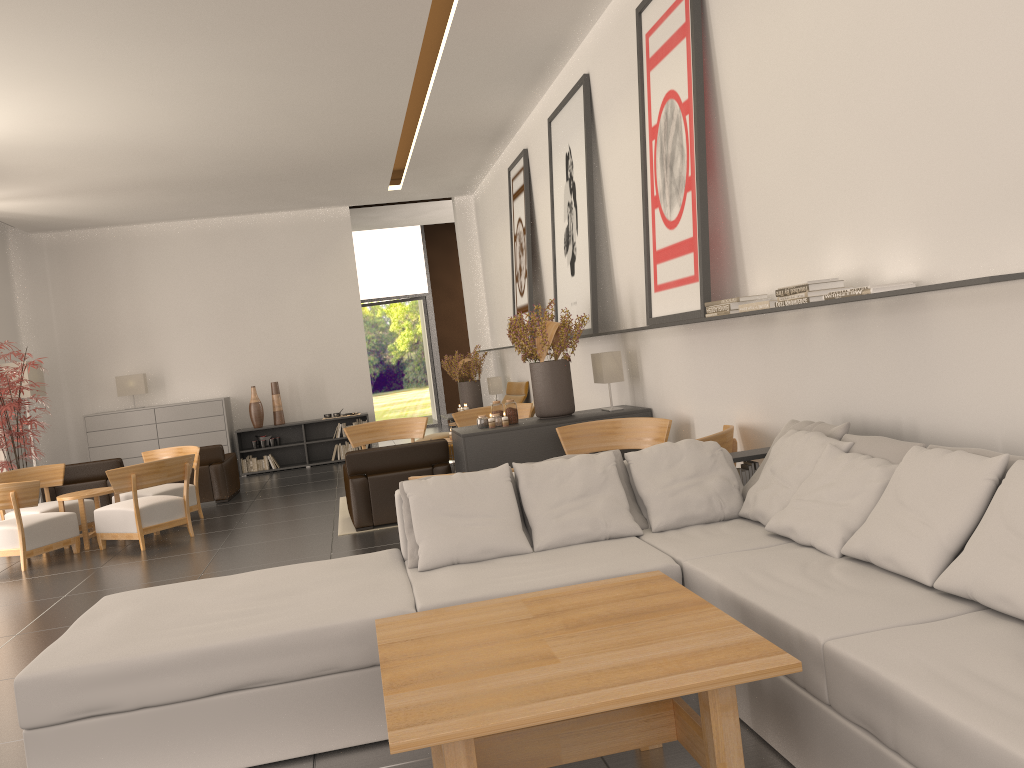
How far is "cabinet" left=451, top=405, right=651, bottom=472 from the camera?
10.7m

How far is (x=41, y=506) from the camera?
13.82m

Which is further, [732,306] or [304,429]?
[304,429]

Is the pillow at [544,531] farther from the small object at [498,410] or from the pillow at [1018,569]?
the small object at [498,410]

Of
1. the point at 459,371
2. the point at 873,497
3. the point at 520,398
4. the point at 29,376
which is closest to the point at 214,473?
the point at 29,376

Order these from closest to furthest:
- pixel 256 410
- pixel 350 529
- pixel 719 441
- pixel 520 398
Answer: pixel 719 441
pixel 350 529
pixel 520 398
pixel 256 410

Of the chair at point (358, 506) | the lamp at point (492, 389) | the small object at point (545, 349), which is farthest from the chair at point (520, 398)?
the small object at point (545, 349)

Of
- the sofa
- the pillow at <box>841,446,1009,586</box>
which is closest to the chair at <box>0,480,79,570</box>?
the sofa

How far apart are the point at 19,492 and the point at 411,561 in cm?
833

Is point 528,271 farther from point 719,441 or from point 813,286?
point 813,286
